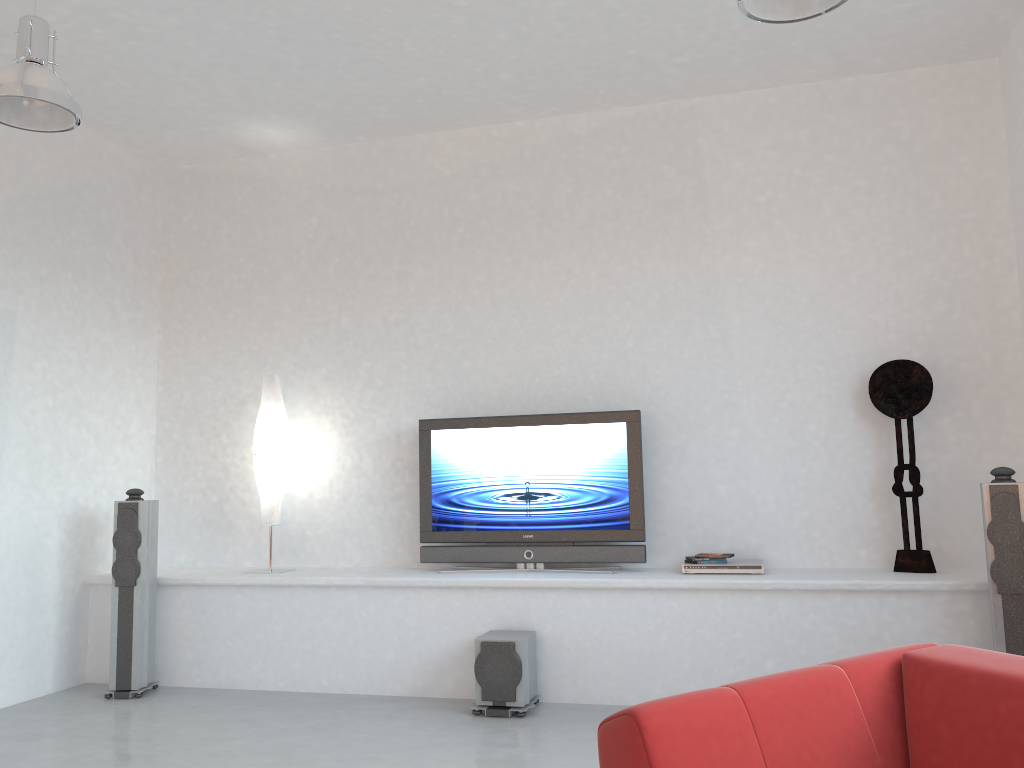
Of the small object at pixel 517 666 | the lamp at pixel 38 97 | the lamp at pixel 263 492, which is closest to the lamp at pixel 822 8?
the lamp at pixel 38 97

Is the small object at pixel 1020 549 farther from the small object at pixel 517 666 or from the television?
the small object at pixel 517 666

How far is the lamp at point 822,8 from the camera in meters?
3.0

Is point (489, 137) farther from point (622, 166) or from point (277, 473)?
point (277, 473)

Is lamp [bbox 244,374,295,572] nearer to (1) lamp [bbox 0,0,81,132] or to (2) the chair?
(1) lamp [bbox 0,0,81,132]

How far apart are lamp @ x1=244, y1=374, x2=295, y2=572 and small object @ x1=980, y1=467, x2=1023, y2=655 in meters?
3.9 m

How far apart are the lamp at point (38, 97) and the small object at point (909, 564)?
4.1 meters

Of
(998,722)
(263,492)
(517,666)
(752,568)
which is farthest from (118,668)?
(998,722)

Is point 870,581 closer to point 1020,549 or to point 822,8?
point 1020,549

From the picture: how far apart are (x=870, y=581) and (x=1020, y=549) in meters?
0.7 m
